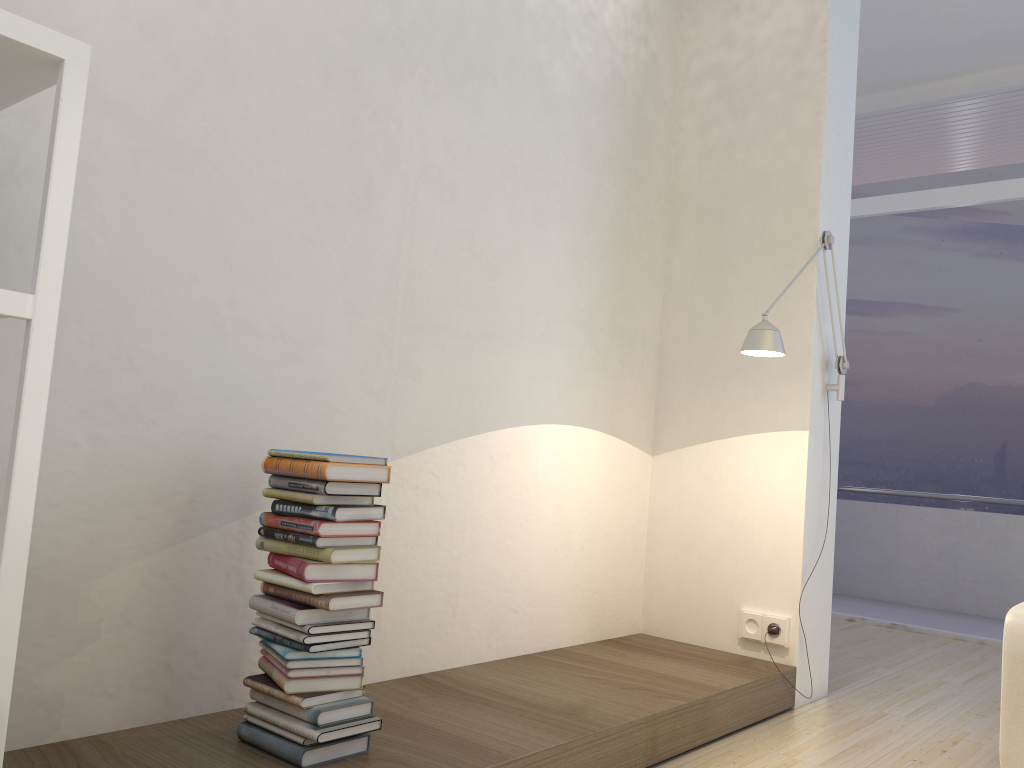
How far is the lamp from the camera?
3.0 meters

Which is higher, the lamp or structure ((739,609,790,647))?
the lamp

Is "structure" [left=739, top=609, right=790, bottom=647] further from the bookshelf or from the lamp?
the bookshelf

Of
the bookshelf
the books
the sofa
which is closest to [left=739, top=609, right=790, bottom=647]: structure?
the sofa

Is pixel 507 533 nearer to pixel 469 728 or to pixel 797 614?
pixel 469 728

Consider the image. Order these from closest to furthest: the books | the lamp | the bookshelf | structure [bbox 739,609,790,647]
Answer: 1. the bookshelf
2. the books
3. the lamp
4. structure [bbox 739,609,790,647]

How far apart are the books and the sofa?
1.8m

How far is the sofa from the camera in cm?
248

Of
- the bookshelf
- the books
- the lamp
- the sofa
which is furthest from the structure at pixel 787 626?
the bookshelf

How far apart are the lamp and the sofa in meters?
1.0
